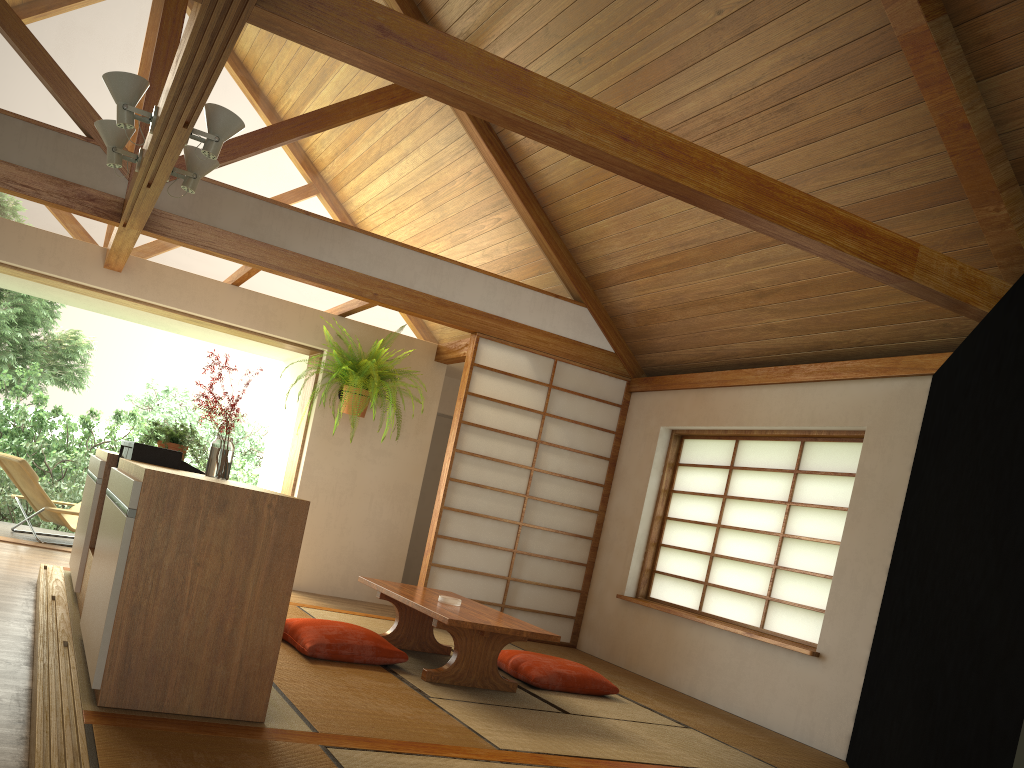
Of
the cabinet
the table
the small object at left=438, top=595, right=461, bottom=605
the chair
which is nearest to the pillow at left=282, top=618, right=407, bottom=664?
the table

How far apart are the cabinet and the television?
0.07m

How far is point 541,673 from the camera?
4.6m

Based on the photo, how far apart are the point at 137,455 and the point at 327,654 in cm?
121

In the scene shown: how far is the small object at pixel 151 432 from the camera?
4.62m

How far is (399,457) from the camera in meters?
7.4

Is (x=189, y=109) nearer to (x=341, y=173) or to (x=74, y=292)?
(x=341, y=173)

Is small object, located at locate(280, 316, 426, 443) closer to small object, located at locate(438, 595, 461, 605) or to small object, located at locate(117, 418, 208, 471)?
small object, located at locate(117, 418, 208, 471)

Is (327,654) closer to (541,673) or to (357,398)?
(541,673)

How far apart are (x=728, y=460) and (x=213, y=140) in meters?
3.8
